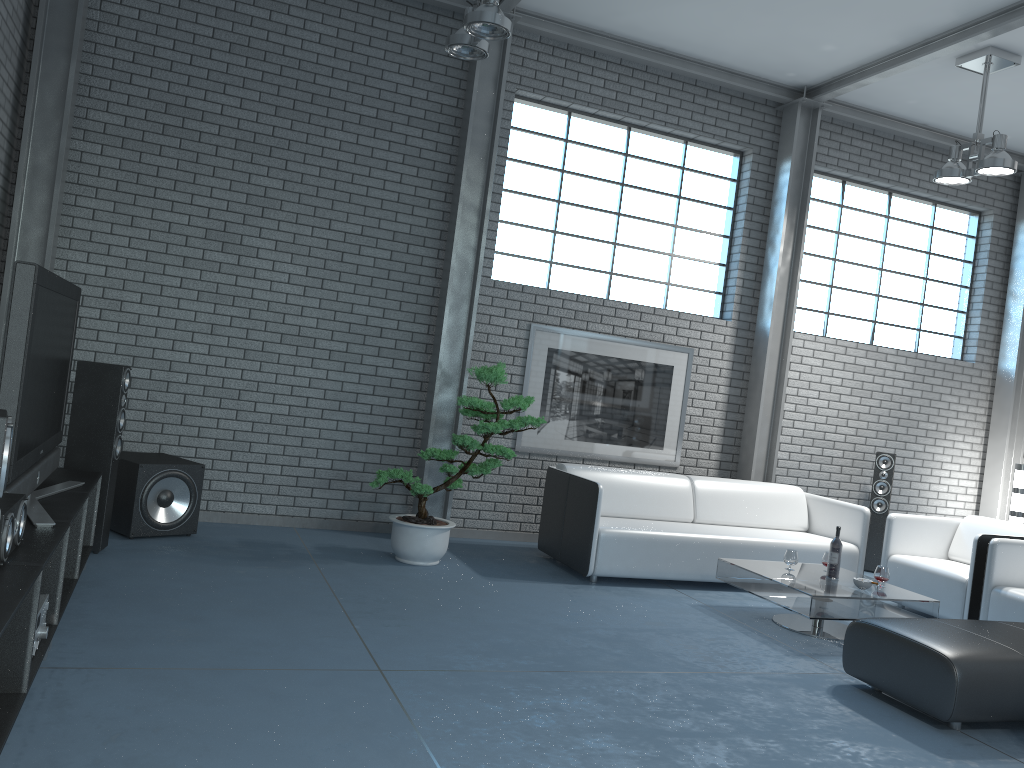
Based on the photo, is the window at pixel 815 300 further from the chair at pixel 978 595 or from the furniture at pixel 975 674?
the furniture at pixel 975 674

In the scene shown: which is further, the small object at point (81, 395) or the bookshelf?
the small object at point (81, 395)

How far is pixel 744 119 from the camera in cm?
757

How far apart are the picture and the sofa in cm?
56

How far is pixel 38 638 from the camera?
3.0 meters

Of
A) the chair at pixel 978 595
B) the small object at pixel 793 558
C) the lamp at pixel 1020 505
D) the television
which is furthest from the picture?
the television

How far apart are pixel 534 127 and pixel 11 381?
5.0m

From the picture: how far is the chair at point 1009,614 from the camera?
5.26m

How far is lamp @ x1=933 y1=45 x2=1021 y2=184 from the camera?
6.1 meters

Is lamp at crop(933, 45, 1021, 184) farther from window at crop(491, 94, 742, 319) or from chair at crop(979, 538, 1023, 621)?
chair at crop(979, 538, 1023, 621)
